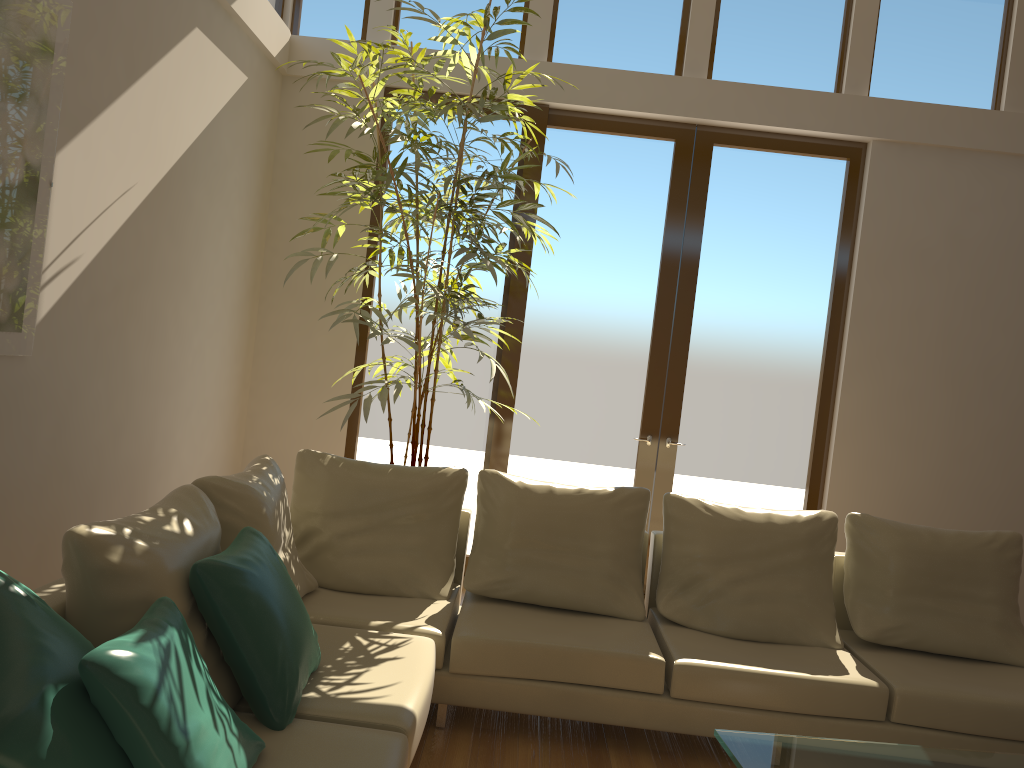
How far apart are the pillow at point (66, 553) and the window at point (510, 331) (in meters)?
2.95

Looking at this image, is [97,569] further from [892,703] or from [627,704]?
[892,703]

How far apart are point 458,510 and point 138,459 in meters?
1.6 m

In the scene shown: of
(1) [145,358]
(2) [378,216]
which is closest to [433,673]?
(1) [145,358]

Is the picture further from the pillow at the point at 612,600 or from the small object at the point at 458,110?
the pillow at the point at 612,600

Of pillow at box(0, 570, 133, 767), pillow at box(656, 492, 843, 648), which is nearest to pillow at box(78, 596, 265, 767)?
pillow at box(0, 570, 133, 767)

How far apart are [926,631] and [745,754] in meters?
1.7 m

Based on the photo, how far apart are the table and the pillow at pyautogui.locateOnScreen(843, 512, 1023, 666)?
1.0 meters

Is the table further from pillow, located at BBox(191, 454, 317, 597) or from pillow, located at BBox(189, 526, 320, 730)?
pillow, located at BBox(191, 454, 317, 597)

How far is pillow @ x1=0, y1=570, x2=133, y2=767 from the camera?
1.58m
